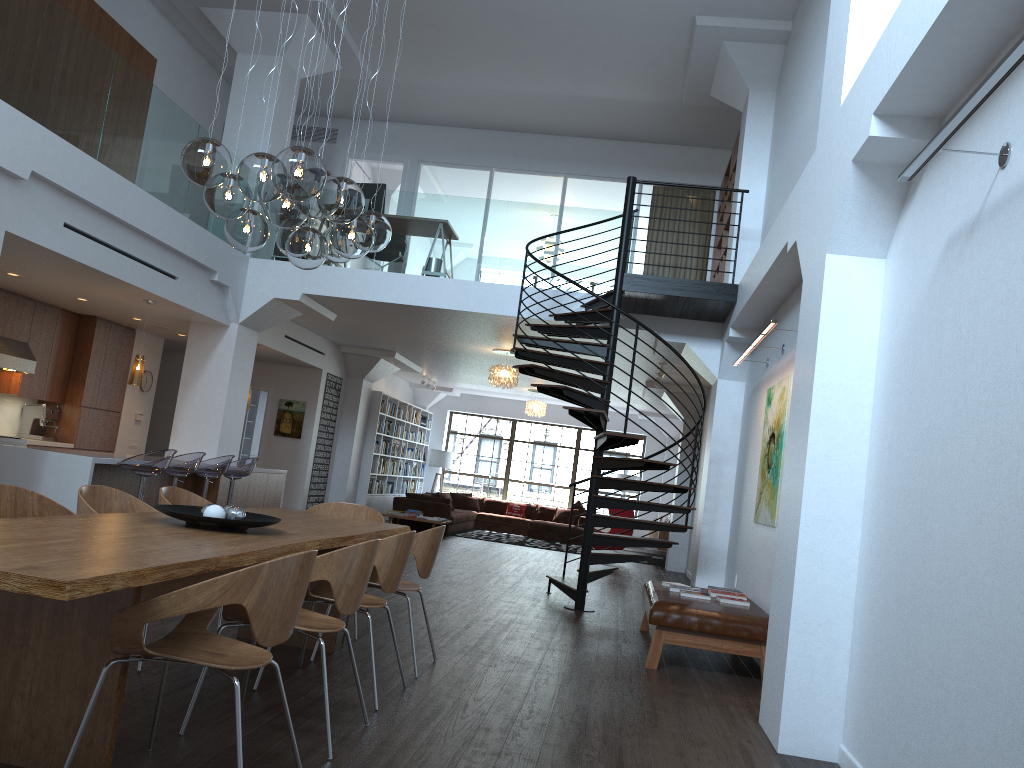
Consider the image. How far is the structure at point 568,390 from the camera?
8.08m

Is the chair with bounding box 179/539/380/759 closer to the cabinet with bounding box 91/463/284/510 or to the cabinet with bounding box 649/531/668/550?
the cabinet with bounding box 91/463/284/510

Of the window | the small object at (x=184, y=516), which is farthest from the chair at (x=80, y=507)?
the window

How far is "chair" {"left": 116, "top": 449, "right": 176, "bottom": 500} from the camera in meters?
7.8

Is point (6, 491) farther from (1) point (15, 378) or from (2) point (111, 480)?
(1) point (15, 378)

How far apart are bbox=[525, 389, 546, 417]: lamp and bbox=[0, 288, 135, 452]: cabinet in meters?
8.1 m

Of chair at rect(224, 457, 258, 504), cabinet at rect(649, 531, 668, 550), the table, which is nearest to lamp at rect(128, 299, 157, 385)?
chair at rect(224, 457, 258, 504)

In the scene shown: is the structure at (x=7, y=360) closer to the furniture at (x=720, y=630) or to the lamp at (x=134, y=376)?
the lamp at (x=134, y=376)

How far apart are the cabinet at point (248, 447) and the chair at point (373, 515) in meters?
10.6 m

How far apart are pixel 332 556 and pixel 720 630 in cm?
344
